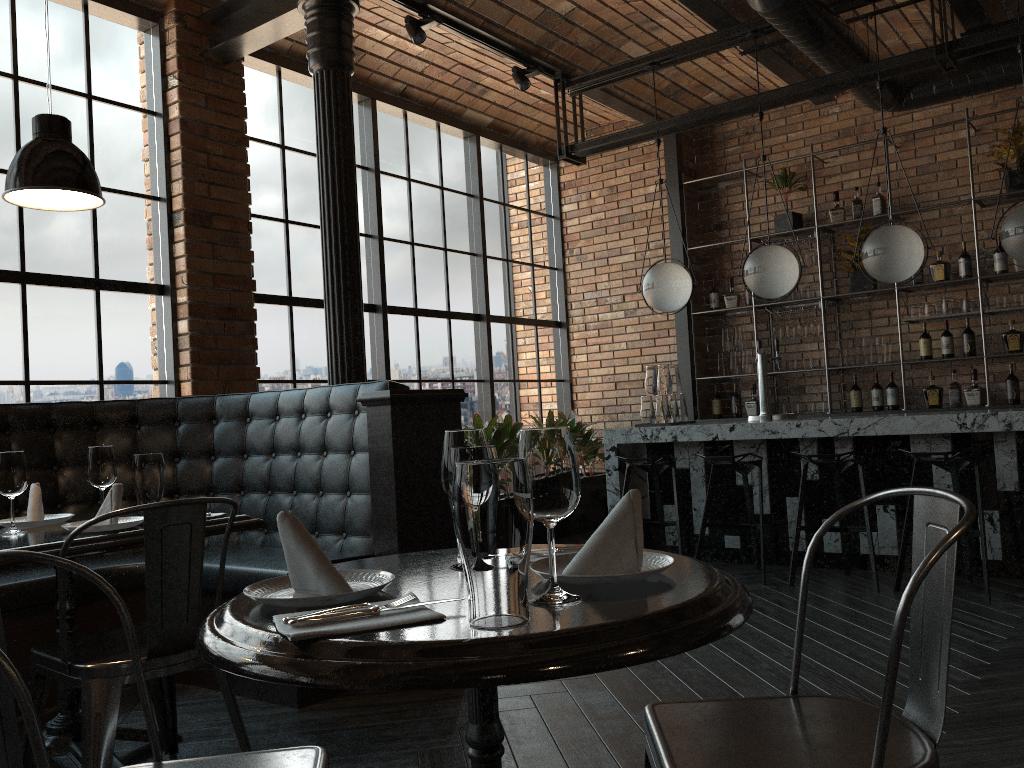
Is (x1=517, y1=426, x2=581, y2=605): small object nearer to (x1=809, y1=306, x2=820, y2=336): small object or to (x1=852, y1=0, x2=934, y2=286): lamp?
(x1=852, y1=0, x2=934, y2=286): lamp

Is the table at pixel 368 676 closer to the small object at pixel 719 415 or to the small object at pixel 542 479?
the small object at pixel 542 479

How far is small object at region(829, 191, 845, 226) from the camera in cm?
709

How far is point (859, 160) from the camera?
7.3m

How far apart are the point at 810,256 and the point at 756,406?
1.3 meters

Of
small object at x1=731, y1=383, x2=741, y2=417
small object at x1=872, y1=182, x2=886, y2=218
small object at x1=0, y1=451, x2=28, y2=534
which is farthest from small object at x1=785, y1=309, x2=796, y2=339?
small object at x1=0, y1=451, x2=28, y2=534

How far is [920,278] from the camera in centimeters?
675cm

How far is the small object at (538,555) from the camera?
1.61m

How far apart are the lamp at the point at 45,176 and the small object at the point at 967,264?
6.0m

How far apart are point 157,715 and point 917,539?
2.29m
